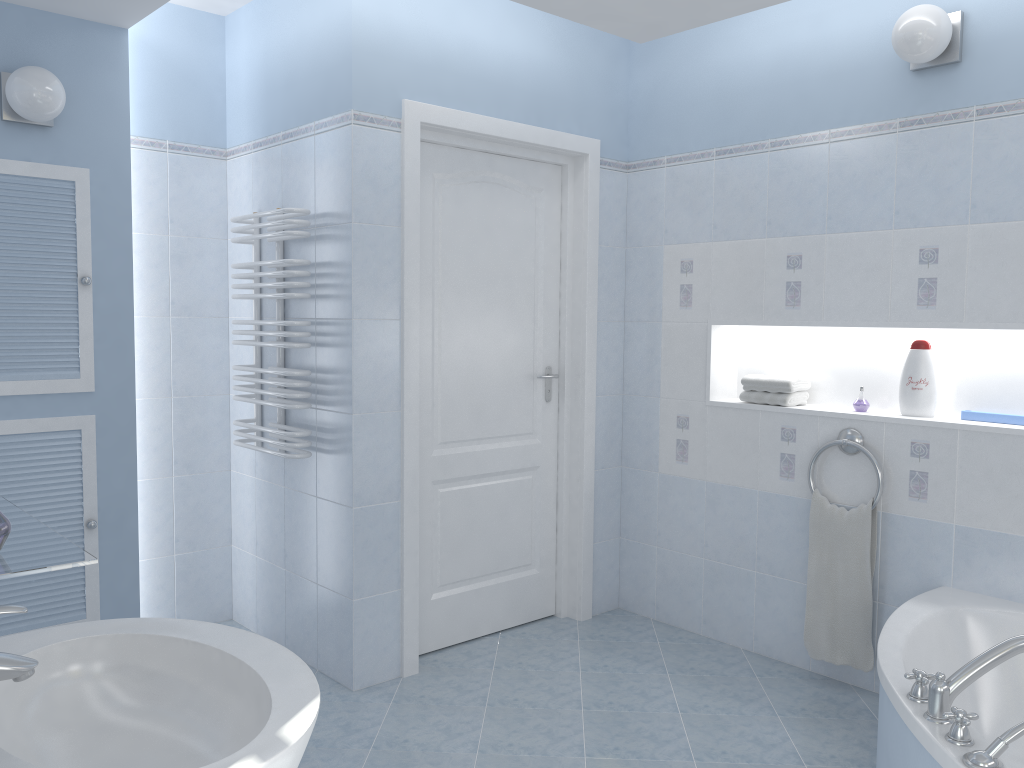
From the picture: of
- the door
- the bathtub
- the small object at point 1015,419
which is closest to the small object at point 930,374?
the small object at point 1015,419

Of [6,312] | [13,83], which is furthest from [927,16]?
[6,312]

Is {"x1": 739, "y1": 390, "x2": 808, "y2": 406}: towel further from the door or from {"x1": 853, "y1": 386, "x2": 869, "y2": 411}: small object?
the door

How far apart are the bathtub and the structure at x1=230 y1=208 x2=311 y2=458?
1.98m

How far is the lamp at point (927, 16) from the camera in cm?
280

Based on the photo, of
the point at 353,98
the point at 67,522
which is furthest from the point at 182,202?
the point at 67,522

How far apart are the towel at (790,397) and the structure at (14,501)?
2.5 meters

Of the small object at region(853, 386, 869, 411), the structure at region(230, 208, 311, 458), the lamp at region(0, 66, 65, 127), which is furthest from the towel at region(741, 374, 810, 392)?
the lamp at region(0, 66, 65, 127)

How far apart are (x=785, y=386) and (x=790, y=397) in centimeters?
5cm

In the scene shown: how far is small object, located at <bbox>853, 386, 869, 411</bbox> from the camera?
3.3 meters
